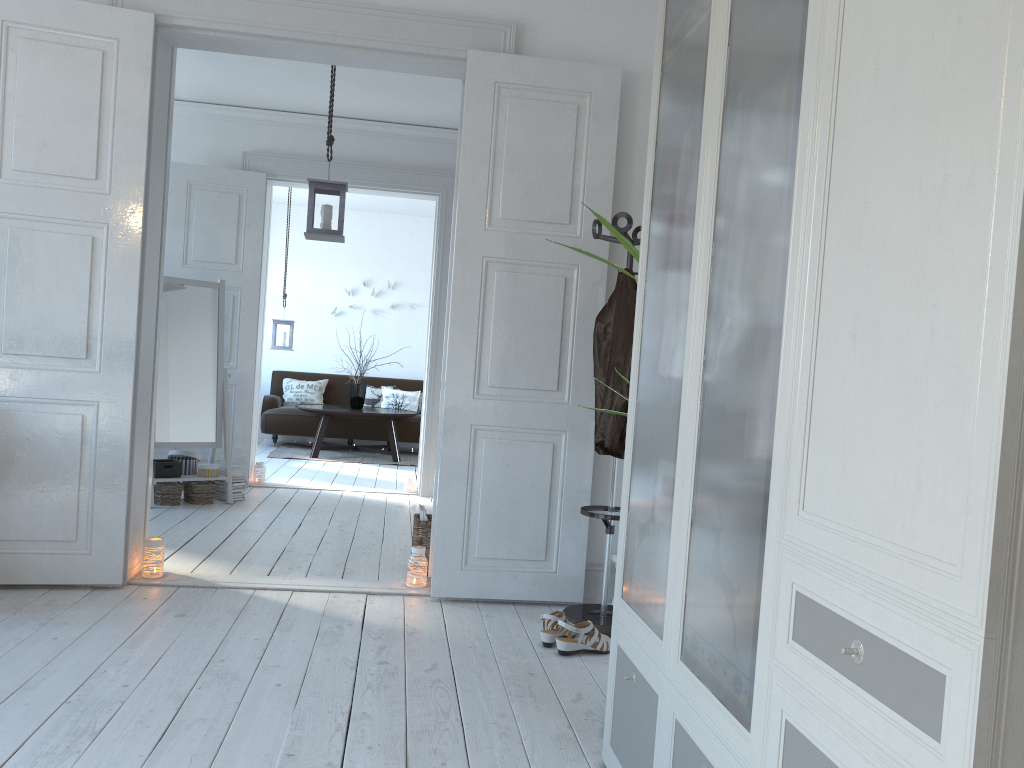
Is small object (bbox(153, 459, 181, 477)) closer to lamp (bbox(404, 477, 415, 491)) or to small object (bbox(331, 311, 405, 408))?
lamp (bbox(404, 477, 415, 491))

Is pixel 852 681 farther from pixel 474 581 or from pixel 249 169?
pixel 249 169

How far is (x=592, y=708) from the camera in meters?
2.7

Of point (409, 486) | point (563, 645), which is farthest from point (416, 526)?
point (409, 486)

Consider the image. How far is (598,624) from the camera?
3.47m

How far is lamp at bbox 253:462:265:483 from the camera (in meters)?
6.79

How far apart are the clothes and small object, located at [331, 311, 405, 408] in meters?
6.1

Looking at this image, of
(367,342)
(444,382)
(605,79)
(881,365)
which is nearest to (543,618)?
(444,382)

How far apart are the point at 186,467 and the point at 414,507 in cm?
155

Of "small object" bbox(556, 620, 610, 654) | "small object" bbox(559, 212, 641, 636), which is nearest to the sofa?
"small object" bbox(559, 212, 641, 636)
